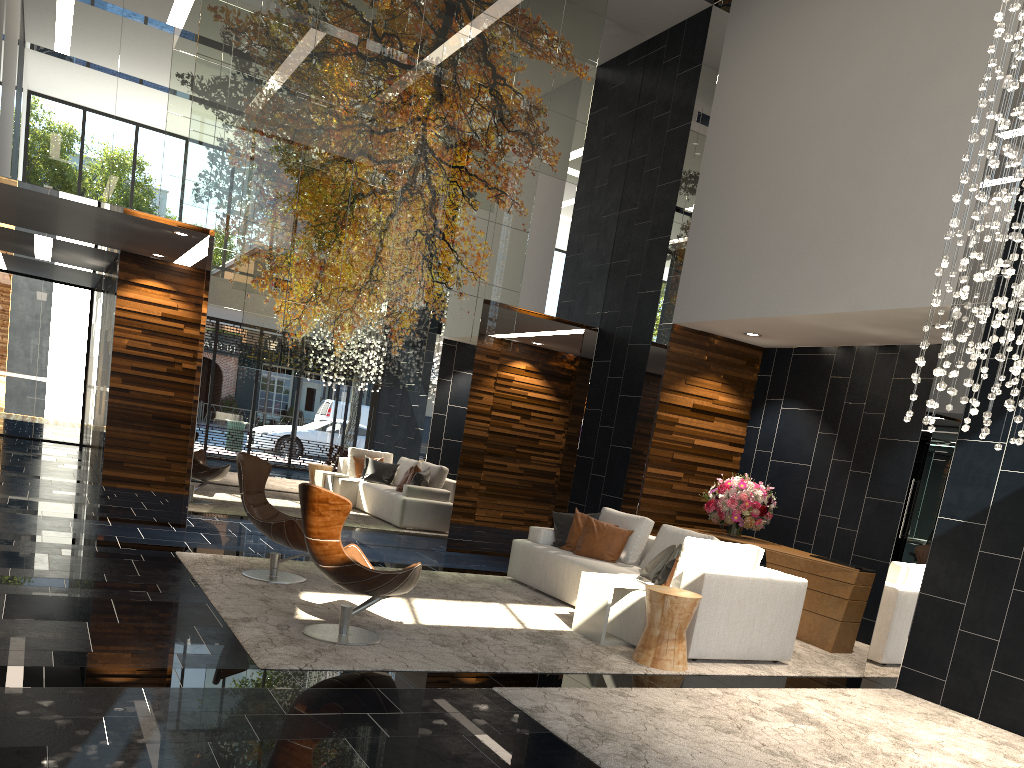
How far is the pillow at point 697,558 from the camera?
6.1 meters

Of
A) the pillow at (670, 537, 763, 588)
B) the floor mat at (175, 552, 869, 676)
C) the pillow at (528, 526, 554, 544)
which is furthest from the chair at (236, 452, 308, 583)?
the pillow at (670, 537, 763, 588)

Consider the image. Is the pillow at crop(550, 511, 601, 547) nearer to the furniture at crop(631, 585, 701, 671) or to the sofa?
the sofa

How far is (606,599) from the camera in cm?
606

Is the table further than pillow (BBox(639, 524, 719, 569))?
No

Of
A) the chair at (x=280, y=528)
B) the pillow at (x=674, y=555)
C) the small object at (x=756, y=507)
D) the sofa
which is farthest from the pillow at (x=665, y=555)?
the chair at (x=280, y=528)

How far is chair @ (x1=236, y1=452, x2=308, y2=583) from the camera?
6.3 meters

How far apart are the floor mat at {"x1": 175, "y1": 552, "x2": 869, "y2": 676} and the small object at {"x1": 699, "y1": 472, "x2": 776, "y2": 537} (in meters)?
1.44

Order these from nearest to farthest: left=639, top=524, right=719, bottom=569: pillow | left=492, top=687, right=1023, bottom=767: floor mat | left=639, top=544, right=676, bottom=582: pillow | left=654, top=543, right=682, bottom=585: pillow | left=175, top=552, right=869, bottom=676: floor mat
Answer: left=492, top=687, right=1023, bottom=767: floor mat
left=175, top=552, right=869, bottom=676: floor mat
left=654, top=543, right=682, bottom=585: pillow
left=639, top=544, right=676, bottom=582: pillow
left=639, top=524, right=719, bottom=569: pillow

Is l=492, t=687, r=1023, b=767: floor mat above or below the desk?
below
